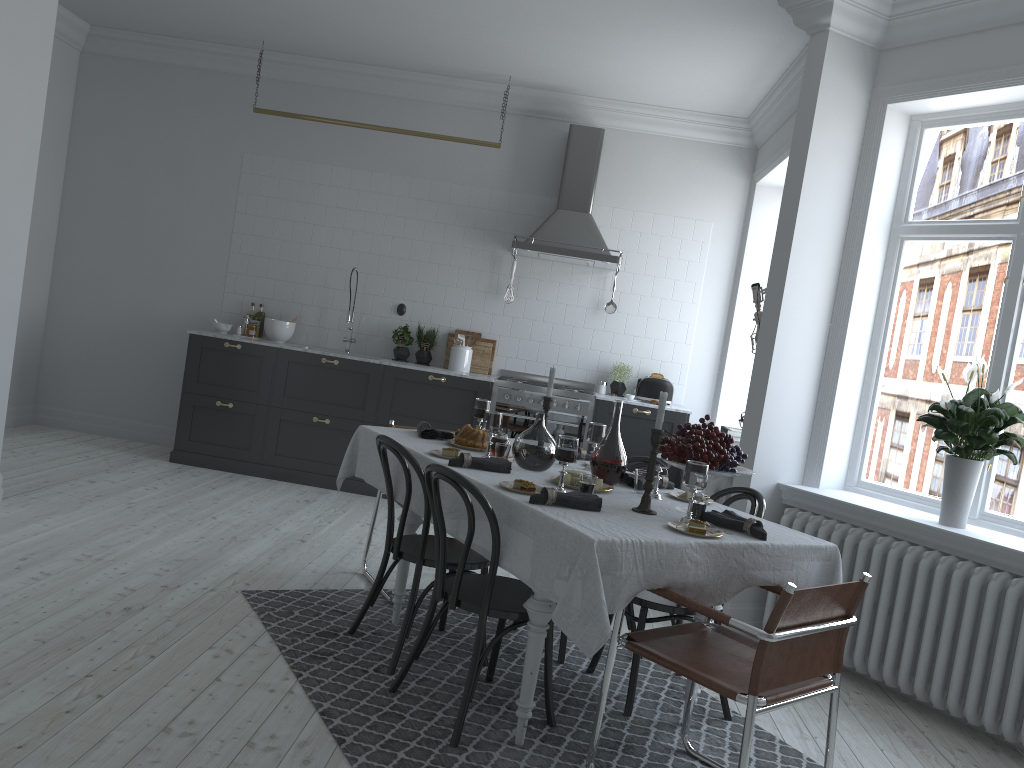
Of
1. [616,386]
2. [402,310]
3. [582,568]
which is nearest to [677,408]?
[616,386]

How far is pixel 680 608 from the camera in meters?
3.4

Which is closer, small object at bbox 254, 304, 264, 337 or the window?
the window

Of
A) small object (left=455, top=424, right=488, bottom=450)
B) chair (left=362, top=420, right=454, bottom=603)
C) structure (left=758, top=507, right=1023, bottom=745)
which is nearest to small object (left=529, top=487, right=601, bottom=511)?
small object (left=455, top=424, right=488, bottom=450)

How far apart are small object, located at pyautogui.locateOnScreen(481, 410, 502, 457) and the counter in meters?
3.0

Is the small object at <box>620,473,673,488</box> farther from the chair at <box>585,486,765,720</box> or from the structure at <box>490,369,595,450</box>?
the structure at <box>490,369,595,450</box>

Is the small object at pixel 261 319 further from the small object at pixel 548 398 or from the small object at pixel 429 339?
the small object at pixel 548 398

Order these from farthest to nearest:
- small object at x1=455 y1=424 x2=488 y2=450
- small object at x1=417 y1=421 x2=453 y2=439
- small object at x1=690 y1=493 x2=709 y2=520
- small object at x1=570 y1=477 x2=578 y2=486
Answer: small object at x1=417 y1=421 x2=453 y2=439
small object at x1=455 y1=424 x2=488 y2=450
small object at x1=570 y1=477 x2=578 y2=486
small object at x1=690 y1=493 x2=709 y2=520

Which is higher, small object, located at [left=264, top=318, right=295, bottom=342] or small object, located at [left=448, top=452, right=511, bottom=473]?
small object, located at [left=264, top=318, right=295, bottom=342]

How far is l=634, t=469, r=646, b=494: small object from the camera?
3.5m
